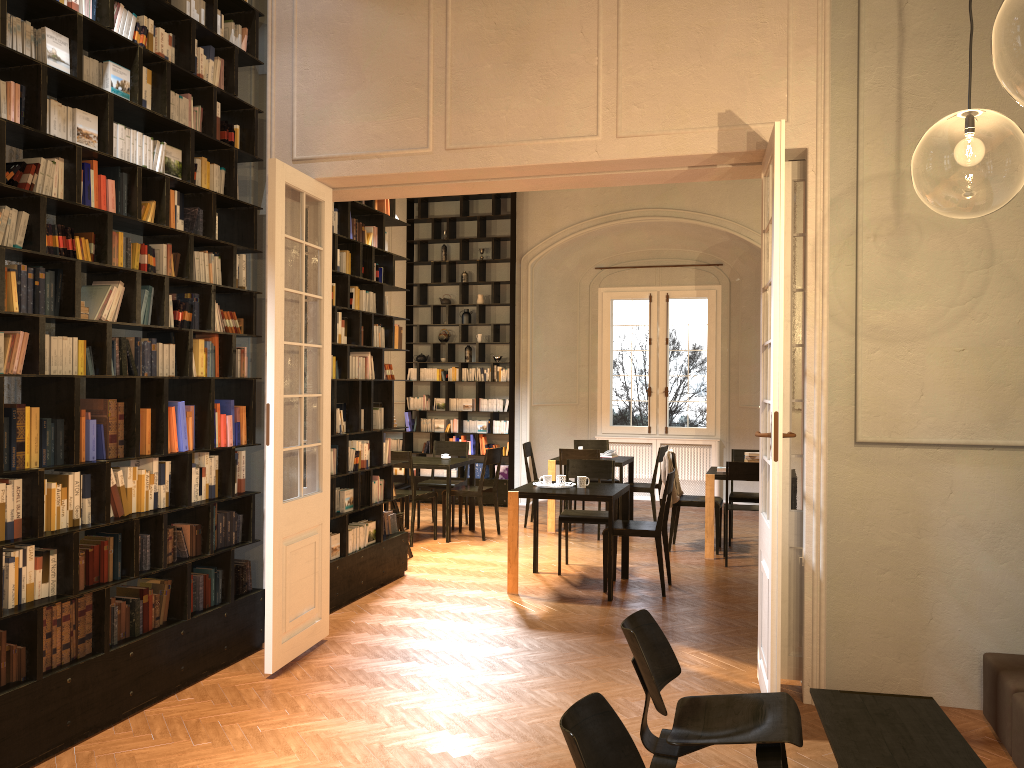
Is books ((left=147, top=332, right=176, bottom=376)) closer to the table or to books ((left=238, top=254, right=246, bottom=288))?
books ((left=238, top=254, right=246, bottom=288))

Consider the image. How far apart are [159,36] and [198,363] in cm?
193

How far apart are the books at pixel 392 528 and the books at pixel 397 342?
1.63m

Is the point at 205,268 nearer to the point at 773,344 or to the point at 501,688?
the point at 501,688

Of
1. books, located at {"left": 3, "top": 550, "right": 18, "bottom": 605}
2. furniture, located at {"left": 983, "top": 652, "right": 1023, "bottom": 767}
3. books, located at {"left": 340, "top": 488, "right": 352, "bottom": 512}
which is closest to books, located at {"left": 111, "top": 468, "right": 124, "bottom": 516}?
books, located at {"left": 3, "top": 550, "right": 18, "bottom": 605}

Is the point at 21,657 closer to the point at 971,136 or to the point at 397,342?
the point at 397,342

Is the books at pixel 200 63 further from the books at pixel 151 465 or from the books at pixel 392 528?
the books at pixel 392 528

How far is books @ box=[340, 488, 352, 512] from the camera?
7.34m

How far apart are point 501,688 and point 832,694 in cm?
201

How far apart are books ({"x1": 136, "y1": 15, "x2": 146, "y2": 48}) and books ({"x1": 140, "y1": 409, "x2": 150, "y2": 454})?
2.23m
